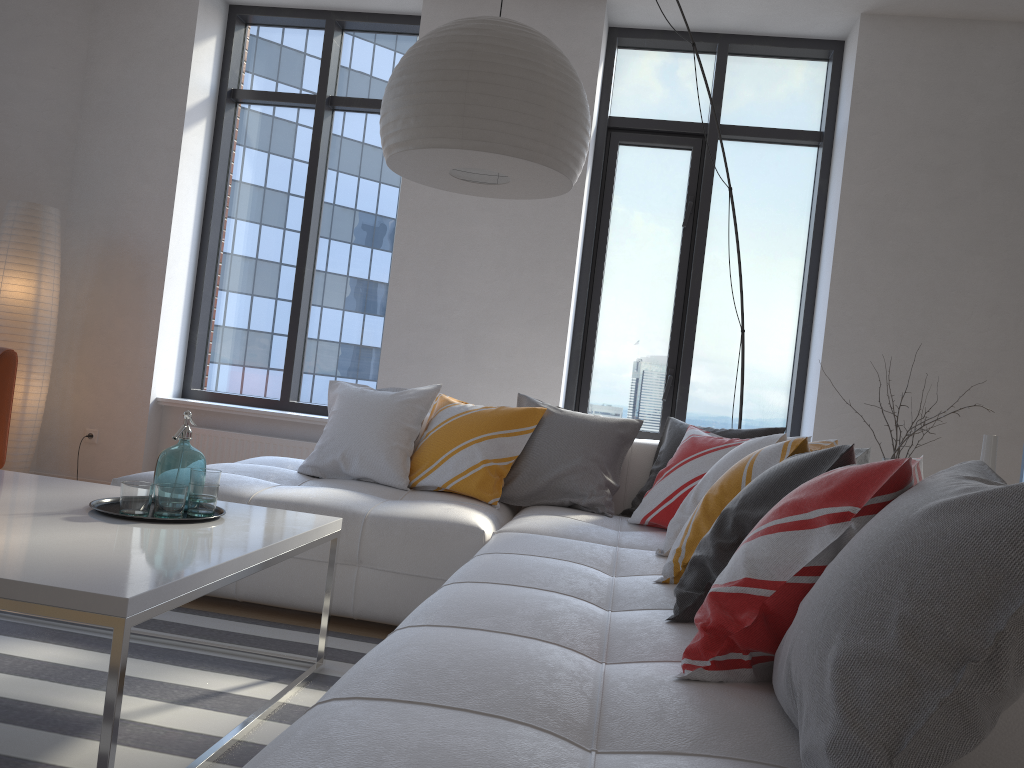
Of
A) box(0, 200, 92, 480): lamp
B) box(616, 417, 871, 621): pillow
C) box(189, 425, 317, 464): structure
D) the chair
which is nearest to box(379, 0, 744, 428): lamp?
box(616, 417, 871, 621): pillow

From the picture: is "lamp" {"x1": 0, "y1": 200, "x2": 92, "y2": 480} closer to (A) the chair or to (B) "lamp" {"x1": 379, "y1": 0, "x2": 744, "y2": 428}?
(A) the chair

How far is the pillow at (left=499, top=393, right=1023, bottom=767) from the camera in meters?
1.0 m

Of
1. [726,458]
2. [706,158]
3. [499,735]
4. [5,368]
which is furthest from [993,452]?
[5,368]

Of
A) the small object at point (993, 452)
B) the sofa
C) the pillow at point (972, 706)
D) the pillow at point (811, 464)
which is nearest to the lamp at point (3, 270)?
the sofa

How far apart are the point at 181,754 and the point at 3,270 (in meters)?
3.52

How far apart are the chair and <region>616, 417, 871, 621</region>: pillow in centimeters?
275cm

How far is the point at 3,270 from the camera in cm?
452

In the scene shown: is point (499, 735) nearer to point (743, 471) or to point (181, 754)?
point (181, 754)

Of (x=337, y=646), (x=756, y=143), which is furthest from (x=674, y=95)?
(x=337, y=646)
